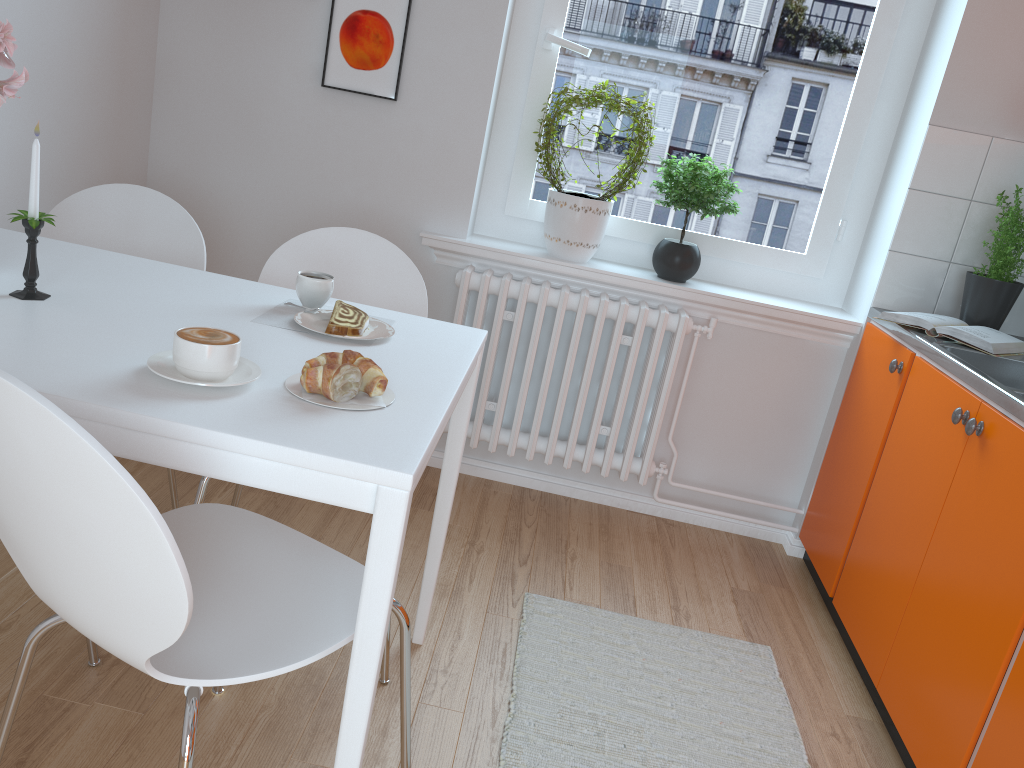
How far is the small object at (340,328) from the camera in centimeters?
163cm

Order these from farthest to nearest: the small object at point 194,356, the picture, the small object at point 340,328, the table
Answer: the picture, the small object at point 340,328, the small object at point 194,356, the table

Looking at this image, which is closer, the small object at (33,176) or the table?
the table

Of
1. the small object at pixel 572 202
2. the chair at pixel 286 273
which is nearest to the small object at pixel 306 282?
the chair at pixel 286 273

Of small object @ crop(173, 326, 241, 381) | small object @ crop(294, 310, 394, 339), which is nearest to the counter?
small object @ crop(294, 310, 394, 339)

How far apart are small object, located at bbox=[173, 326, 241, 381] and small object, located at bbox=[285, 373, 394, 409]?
0.1 meters

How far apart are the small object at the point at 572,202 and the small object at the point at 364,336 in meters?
1.2 m

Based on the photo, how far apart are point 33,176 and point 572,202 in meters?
1.7 m

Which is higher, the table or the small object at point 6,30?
the small object at point 6,30

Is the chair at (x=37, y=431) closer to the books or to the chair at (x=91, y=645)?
the chair at (x=91, y=645)
